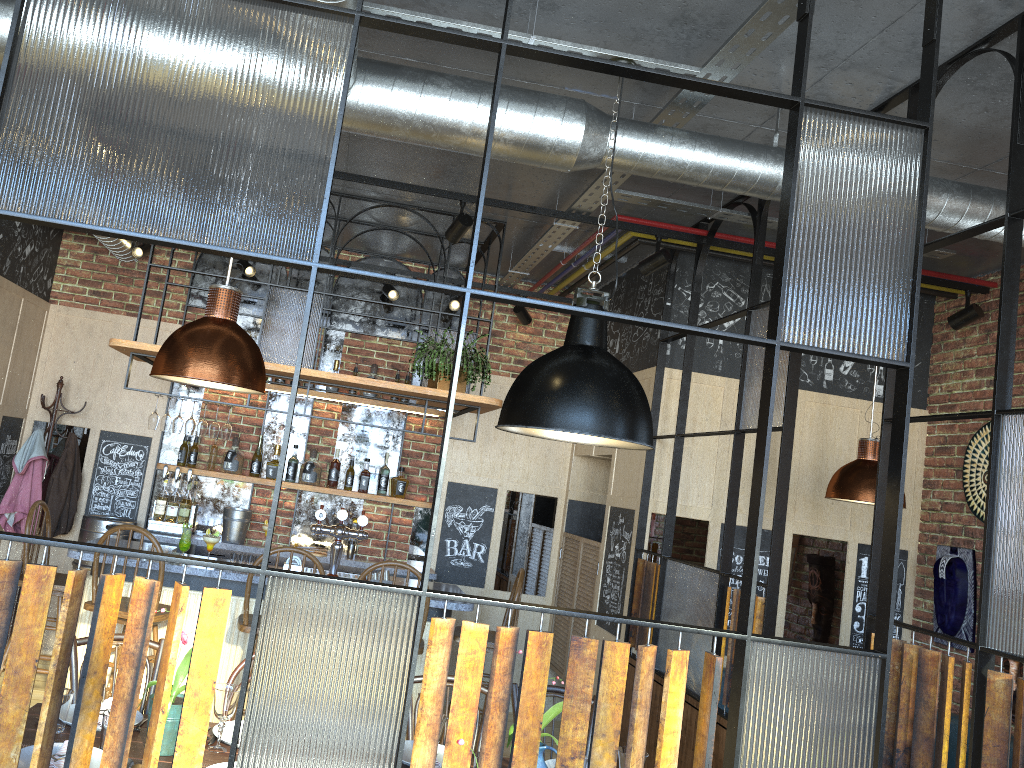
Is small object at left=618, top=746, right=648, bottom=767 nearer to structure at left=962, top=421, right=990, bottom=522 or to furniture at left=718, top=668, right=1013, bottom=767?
furniture at left=718, top=668, right=1013, bottom=767

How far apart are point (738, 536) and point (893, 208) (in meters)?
3.59

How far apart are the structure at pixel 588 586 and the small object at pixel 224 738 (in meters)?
3.41

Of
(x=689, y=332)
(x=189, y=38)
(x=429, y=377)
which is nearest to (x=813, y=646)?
(x=689, y=332)

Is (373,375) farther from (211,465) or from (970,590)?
(970,590)

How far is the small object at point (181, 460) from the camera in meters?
6.4 m

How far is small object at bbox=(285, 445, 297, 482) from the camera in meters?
6.5

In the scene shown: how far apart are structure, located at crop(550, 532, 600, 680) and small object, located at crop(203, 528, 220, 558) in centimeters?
248cm

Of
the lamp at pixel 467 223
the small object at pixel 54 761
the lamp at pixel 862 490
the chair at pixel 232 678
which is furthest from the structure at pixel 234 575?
the small object at pixel 54 761

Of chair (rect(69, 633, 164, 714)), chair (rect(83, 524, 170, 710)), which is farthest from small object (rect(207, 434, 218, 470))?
chair (rect(69, 633, 164, 714))
